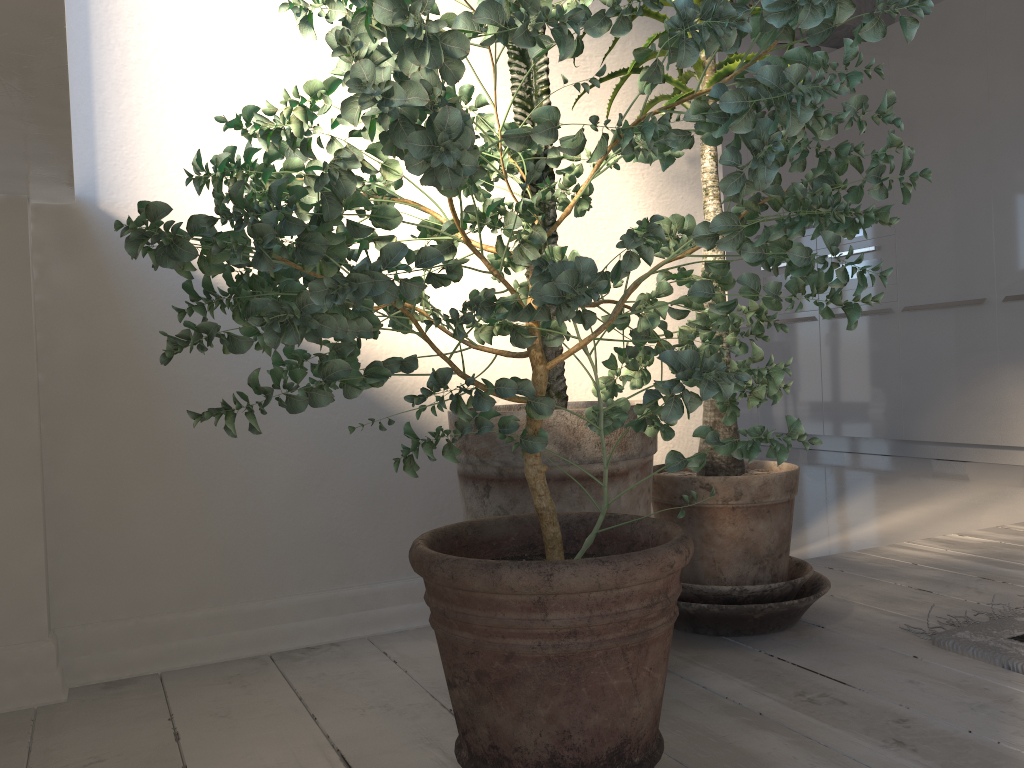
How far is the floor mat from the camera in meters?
1.6 m

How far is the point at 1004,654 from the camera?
1.6 meters

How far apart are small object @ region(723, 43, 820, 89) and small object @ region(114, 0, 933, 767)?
4.8 meters

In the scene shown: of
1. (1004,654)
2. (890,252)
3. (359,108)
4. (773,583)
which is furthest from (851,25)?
(359,108)

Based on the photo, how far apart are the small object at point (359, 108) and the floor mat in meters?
0.6 m

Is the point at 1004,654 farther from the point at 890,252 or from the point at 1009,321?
the point at 890,252

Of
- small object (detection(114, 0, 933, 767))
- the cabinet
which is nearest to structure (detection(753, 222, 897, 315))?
the cabinet

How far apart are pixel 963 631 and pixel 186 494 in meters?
1.6 m

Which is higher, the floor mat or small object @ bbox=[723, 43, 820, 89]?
small object @ bbox=[723, 43, 820, 89]

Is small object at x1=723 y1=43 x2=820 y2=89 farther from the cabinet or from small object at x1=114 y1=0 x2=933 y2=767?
small object at x1=114 y1=0 x2=933 y2=767
